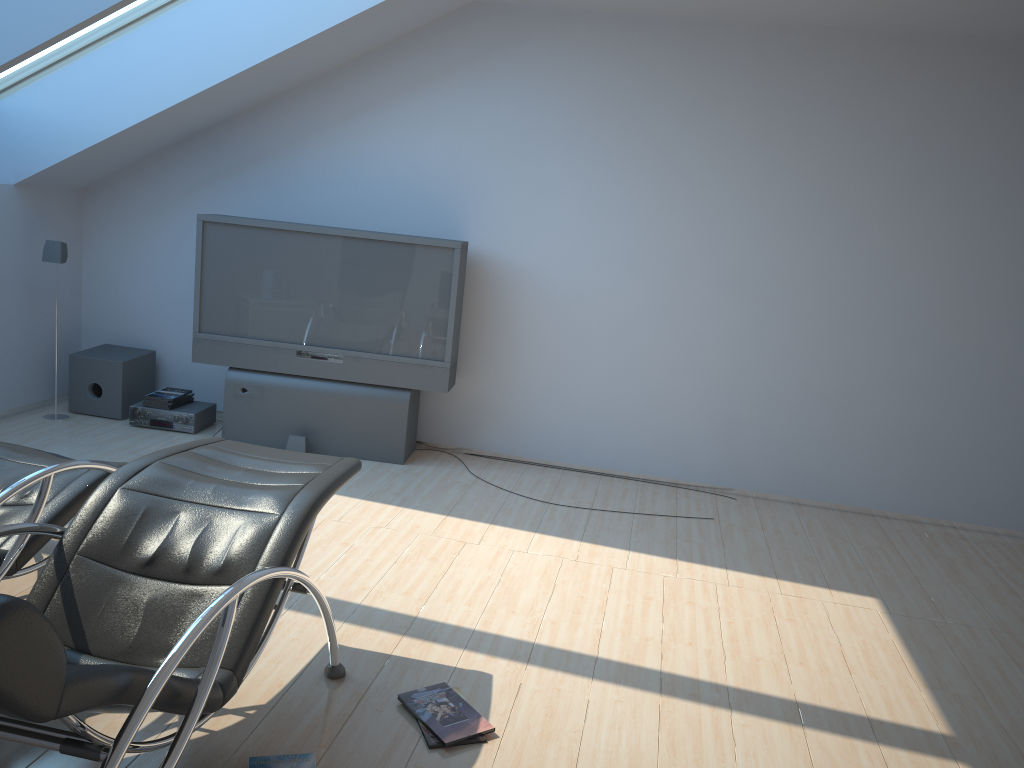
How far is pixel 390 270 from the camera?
5.54m

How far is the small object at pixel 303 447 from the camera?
5.59m

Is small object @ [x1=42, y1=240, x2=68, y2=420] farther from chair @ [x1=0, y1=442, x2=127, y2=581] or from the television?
chair @ [x1=0, y1=442, x2=127, y2=581]

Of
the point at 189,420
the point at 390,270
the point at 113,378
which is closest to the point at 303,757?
the point at 390,270

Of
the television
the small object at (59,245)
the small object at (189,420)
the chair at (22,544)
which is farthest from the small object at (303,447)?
the chair at (22,544)

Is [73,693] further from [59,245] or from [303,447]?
[59,245]

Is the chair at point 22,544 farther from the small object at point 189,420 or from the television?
the small object at point 189,420

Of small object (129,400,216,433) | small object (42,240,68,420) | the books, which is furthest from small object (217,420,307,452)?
small object (42,240,68,420)

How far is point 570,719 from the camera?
3.0 meters

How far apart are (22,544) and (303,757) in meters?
1.2 m
